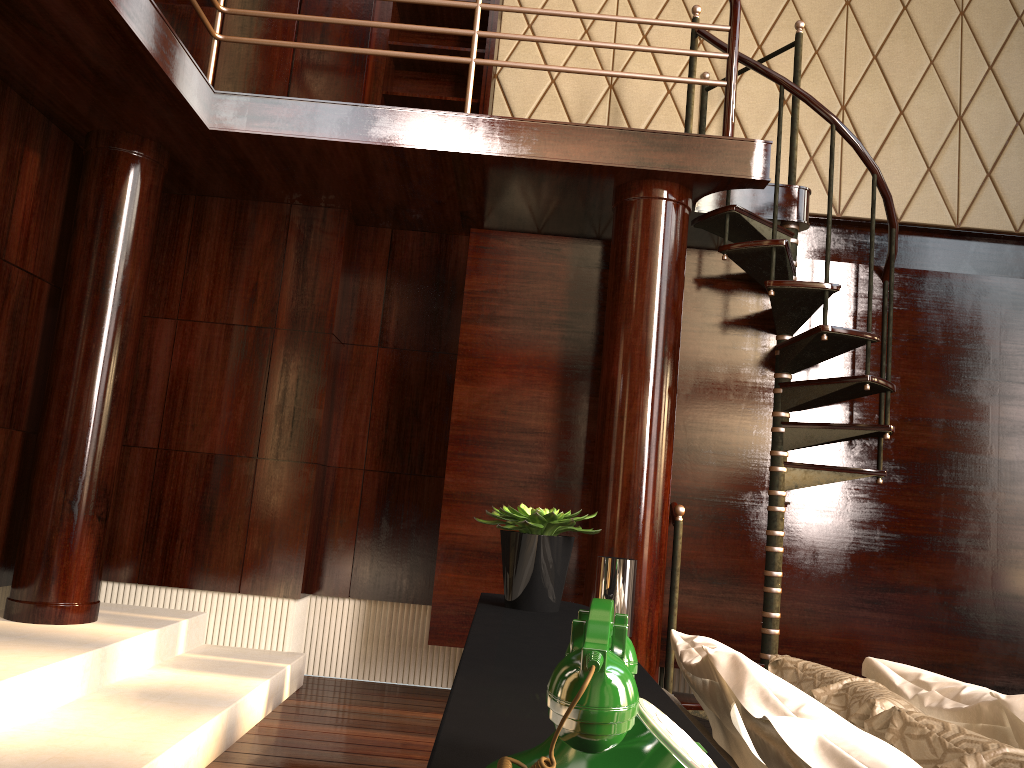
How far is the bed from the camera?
0.70m

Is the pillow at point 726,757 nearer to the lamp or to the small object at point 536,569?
→ the small object at point 536,569

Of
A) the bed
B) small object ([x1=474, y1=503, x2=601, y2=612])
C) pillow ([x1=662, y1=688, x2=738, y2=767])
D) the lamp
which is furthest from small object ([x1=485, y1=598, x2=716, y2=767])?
the lamp

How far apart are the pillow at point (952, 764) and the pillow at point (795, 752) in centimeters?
9cm

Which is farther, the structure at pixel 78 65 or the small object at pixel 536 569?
the structure at pixel 78 65

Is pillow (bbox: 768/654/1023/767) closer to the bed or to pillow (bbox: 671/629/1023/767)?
pillow (bbox: 671/629/1023/767)

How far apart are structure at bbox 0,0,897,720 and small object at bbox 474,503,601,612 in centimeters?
183cm

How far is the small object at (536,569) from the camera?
1.7m

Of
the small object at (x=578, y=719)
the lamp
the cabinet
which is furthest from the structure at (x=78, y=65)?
the small object at (x=578, y=719)

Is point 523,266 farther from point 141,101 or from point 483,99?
point 141,101
